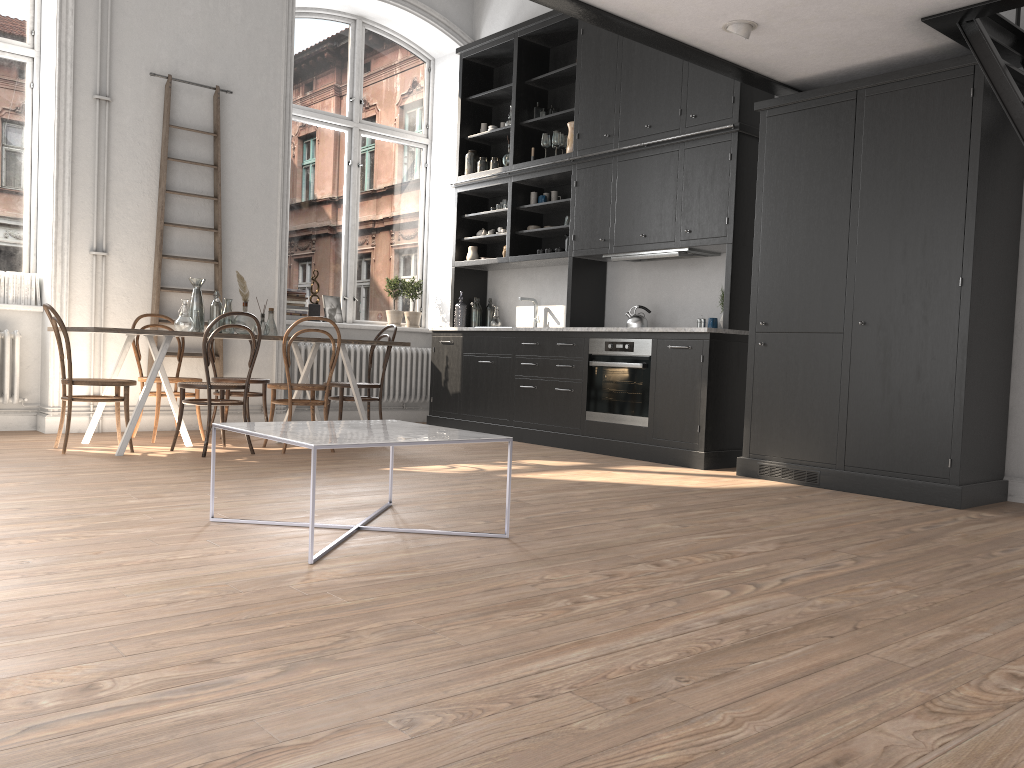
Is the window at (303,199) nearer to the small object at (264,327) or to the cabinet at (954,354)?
the small object at (264,327)

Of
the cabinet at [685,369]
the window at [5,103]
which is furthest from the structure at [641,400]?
the window at [5,103]

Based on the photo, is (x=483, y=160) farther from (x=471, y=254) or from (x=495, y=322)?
(x=495, y=322)

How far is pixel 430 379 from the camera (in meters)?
8.34

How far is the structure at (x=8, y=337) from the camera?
6.44m

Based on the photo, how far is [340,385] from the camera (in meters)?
6.65

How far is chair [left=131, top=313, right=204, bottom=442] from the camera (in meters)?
6.23

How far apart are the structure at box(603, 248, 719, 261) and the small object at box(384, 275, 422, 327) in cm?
267

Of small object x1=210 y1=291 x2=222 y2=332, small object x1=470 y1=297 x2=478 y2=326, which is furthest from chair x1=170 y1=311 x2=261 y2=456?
small object x1=470 y1=297 x2=478 y2=326

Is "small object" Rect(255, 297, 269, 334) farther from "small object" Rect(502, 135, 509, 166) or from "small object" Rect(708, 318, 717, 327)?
"small object" Rect(708, 318, 717, 327)
